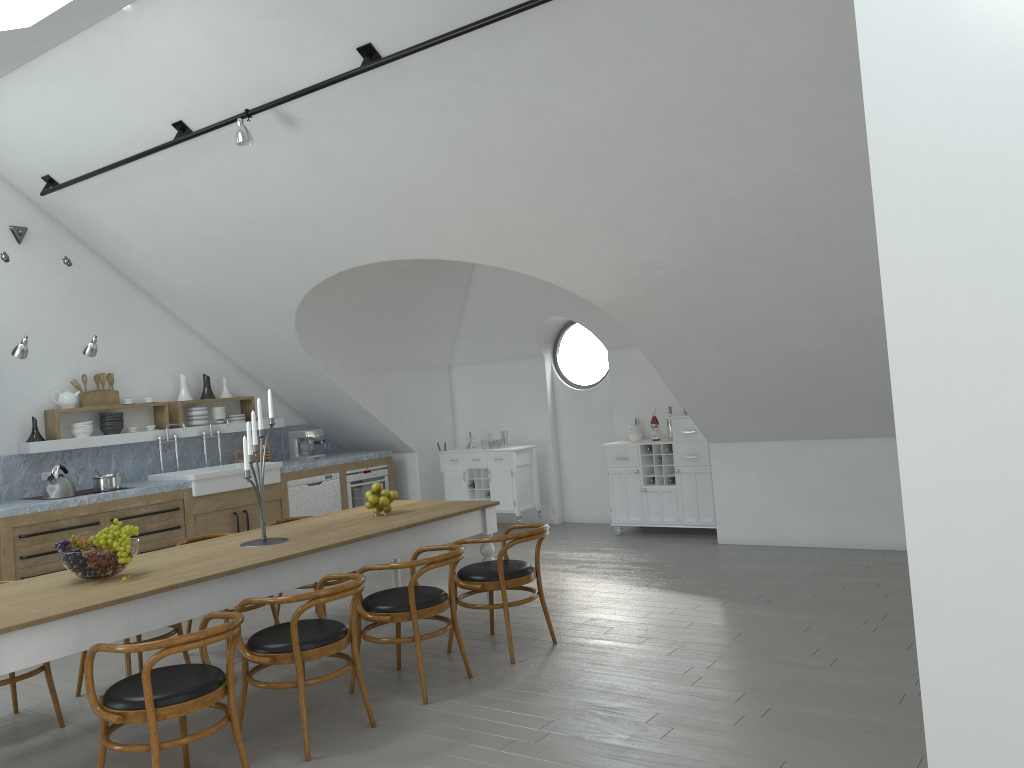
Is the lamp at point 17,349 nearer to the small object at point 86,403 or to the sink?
the small object at point 86,403

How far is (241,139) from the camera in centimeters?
573cm

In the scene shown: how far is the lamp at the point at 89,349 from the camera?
7.3m

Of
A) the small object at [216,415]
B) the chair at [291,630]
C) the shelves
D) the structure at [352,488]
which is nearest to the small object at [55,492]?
the shelves

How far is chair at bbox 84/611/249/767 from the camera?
3.35m

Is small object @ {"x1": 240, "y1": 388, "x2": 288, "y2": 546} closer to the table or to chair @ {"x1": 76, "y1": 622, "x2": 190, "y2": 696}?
the table

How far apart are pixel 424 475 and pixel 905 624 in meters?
6.0 m

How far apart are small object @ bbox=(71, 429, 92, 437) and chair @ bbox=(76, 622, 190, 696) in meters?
3.4

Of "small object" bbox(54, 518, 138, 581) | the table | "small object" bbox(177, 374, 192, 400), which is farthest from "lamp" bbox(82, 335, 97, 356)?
"small object" bbox(54, 518, 138, 581)

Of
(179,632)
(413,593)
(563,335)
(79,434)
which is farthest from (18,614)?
(563,335)
